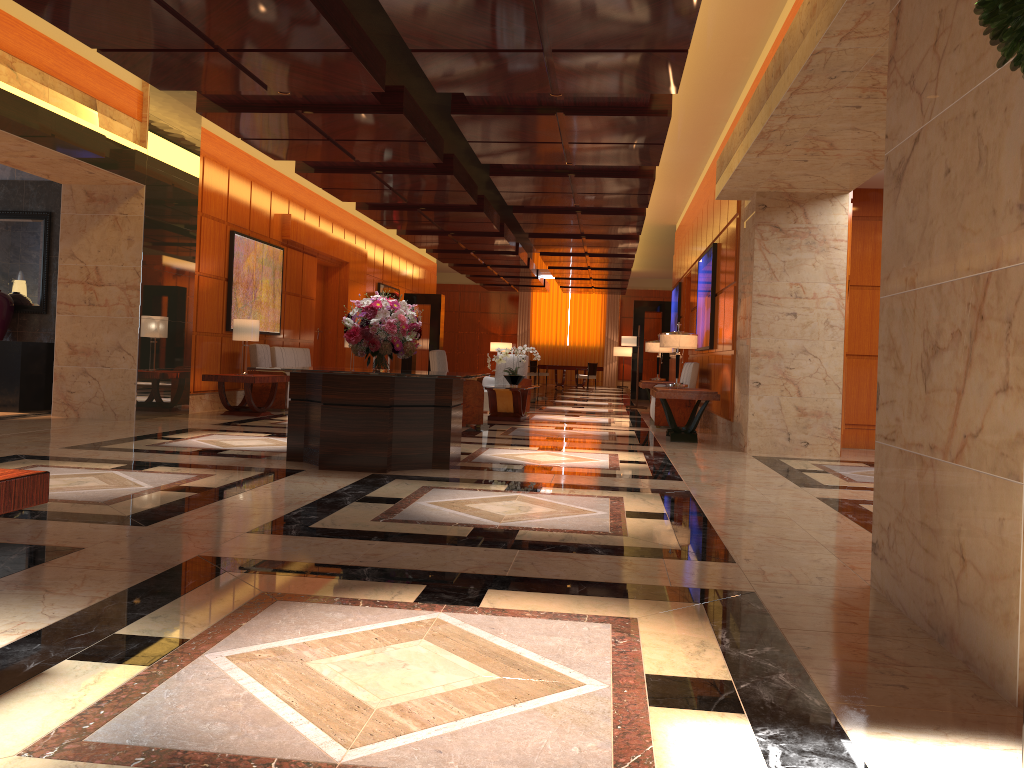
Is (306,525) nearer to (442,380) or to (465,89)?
(442,380)

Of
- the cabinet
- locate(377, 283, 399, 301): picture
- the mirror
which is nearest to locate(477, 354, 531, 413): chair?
the cabinet

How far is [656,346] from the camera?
14.7m

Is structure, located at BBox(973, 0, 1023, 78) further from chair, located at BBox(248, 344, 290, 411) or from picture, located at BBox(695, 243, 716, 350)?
chair, located at BBox(248, 344, 290, 411)

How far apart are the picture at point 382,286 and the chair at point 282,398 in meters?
8.1

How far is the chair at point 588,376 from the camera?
28.32m

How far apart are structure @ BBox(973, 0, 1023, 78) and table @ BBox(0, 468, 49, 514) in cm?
229

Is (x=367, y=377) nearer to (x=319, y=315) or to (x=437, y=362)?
(x=437, y=362)

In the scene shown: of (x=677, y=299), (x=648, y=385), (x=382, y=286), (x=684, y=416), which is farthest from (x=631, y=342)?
(x=382, y=286)

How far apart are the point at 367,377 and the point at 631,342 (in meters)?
11.49
